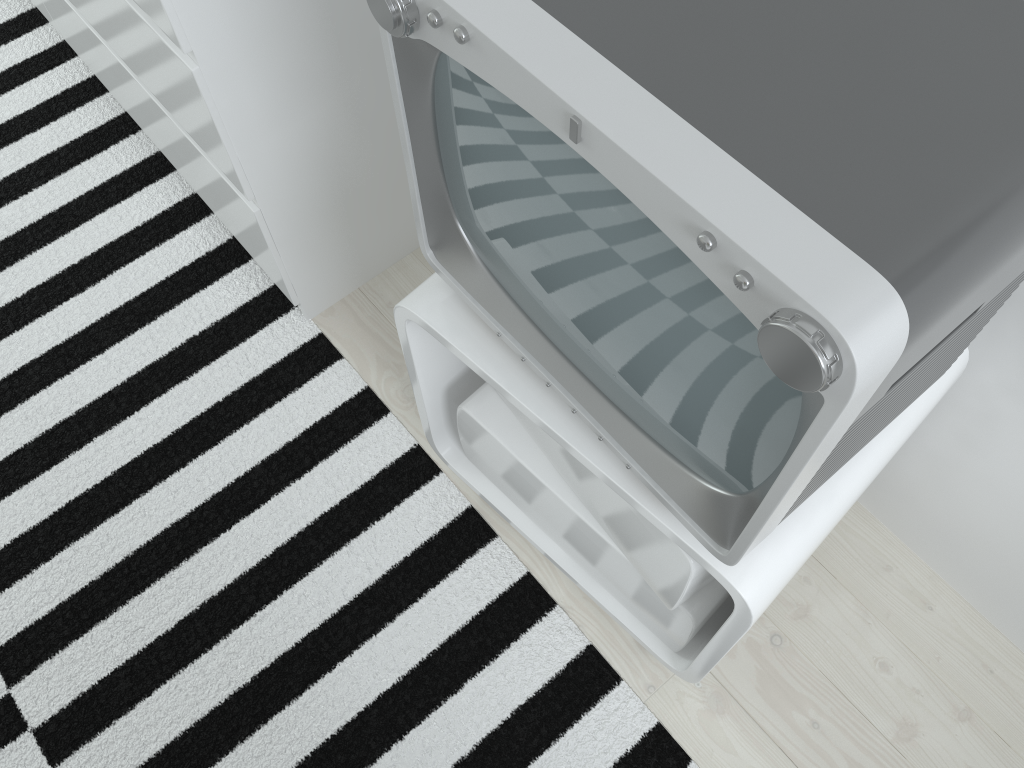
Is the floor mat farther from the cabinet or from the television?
the television

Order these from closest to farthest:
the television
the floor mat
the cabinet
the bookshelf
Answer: the television, the cabinet, the bookshelf, the floor mat

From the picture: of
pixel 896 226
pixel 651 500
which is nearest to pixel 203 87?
pixel 651 500

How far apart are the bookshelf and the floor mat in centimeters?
2cm

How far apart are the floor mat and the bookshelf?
0.02m

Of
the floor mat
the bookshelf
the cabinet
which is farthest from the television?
the floor mat

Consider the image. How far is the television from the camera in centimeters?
45cm

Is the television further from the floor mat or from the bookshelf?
the floor mat

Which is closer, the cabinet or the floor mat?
the cabinet

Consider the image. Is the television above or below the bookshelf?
above
